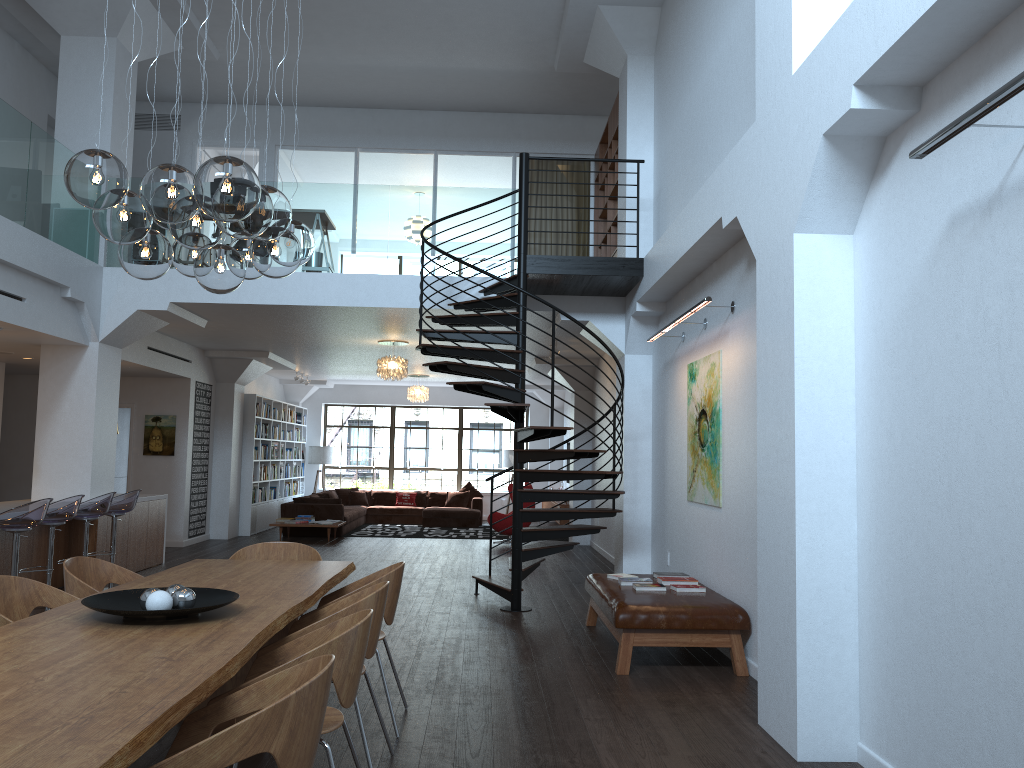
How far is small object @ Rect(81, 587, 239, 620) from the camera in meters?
3.3

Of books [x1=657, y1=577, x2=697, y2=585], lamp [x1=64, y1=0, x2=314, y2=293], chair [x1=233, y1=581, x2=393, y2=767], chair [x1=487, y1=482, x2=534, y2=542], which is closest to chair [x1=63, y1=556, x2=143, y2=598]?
chair [x1=233, y1=581, x2=393, y2=767]

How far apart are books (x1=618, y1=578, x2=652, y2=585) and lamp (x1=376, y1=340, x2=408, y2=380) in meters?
6.2

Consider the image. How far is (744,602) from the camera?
6.1 meters

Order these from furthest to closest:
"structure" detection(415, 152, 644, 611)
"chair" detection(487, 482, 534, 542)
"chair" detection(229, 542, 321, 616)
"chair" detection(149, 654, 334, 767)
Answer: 1. "chair" detection(487, 482, 534, 542)
2. "structure" detection(415, 152, 644, 611)
3. "chair" detection(229, 542, 321, 616)
4. "chair" detection(149, 654, 334, 767)

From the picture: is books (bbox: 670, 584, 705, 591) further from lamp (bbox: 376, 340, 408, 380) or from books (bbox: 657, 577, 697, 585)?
lamp (bbox: 376, 340, 408, 380)

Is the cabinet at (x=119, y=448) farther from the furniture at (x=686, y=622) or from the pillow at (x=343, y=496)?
the furniture at (x=686, y=622)

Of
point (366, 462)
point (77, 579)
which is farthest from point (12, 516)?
point (366, 462)

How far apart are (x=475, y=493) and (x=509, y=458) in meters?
1.2 m

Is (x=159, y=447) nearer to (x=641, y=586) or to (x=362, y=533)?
(x=362, y=533)
